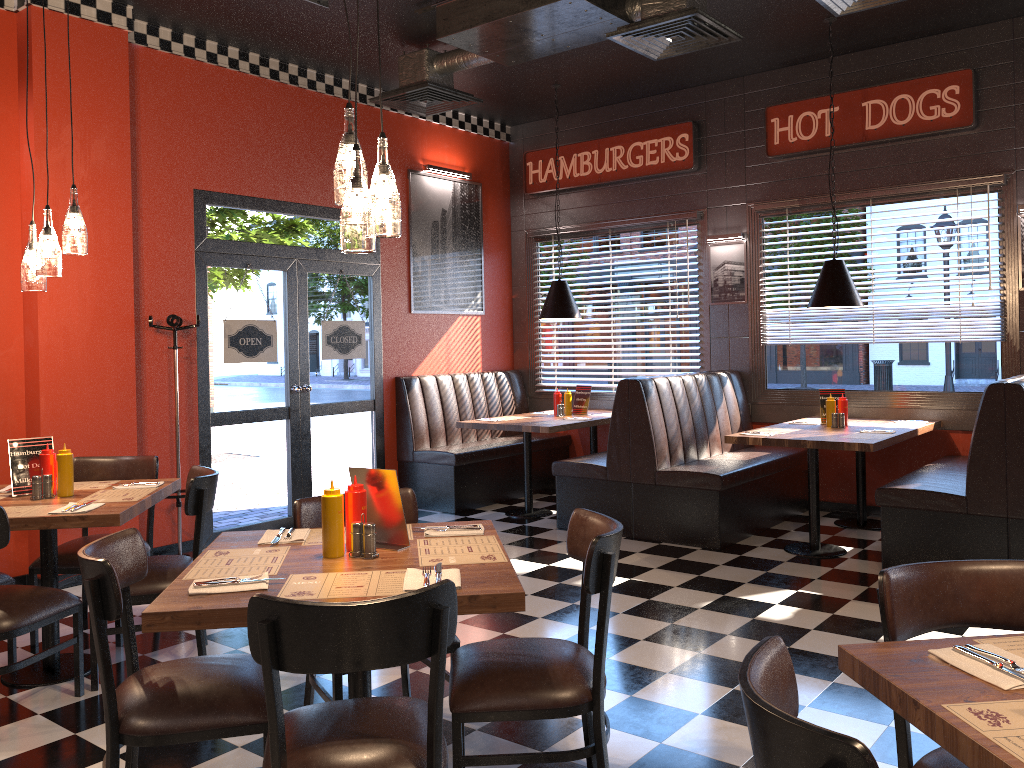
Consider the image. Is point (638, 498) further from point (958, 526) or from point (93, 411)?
point (93, 411)

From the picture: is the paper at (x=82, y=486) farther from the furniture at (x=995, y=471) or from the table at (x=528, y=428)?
the furniture at (x=995, y=471)

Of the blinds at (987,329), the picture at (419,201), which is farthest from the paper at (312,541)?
the blinds at (987,329)

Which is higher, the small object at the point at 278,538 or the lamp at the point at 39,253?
the lamp at the point at 39,253

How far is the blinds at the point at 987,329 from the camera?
6.43m

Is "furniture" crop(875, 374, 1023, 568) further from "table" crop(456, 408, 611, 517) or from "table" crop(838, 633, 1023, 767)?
"table" crop(838, 633, 1023, 767)

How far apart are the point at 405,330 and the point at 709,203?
2.90m

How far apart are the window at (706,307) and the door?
1.9m

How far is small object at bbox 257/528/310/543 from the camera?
3.0m

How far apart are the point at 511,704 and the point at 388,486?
0.8m
